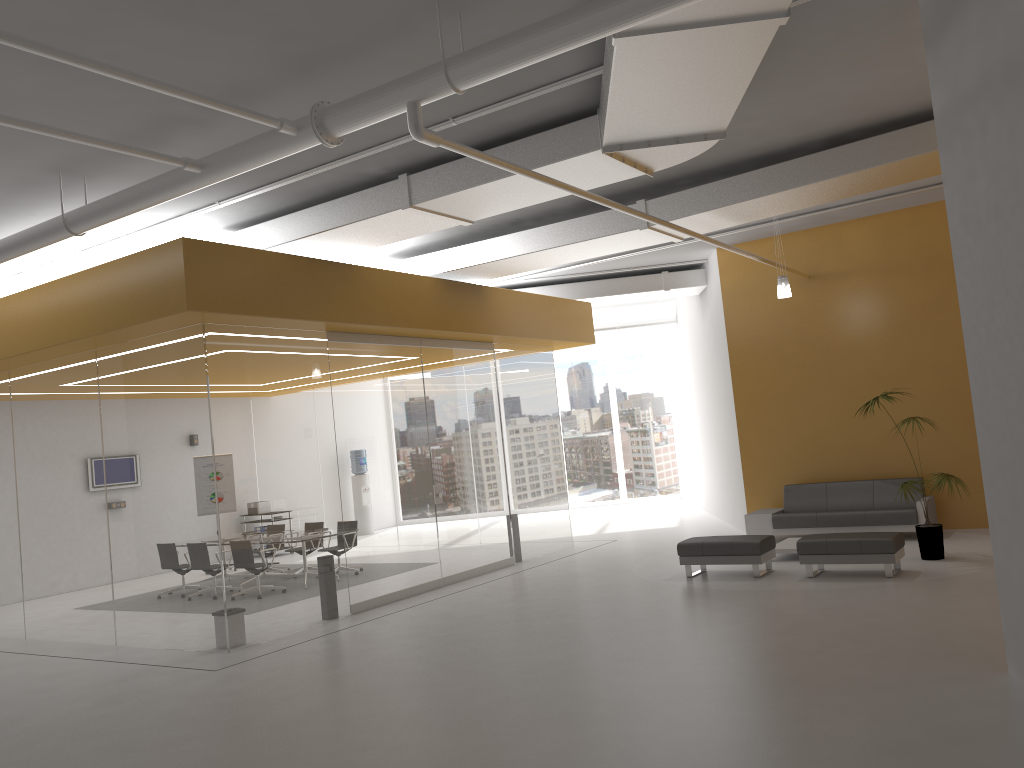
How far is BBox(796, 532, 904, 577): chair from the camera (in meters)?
9.15

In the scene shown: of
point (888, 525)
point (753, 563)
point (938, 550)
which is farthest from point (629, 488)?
point (938, 550)

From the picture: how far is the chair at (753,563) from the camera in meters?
9.9 m

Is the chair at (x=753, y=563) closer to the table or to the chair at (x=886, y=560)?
the chair at (x=886, y=560)

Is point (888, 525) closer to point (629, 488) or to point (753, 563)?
point (753, 563)

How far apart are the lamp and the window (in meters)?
10.71

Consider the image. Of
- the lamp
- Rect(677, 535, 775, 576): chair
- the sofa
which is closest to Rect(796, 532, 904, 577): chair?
Rect(677, 535, 775, 576): chair

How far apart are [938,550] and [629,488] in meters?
12.1

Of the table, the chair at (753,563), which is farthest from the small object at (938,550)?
the chair at (753,563)

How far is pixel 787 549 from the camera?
10.8m
